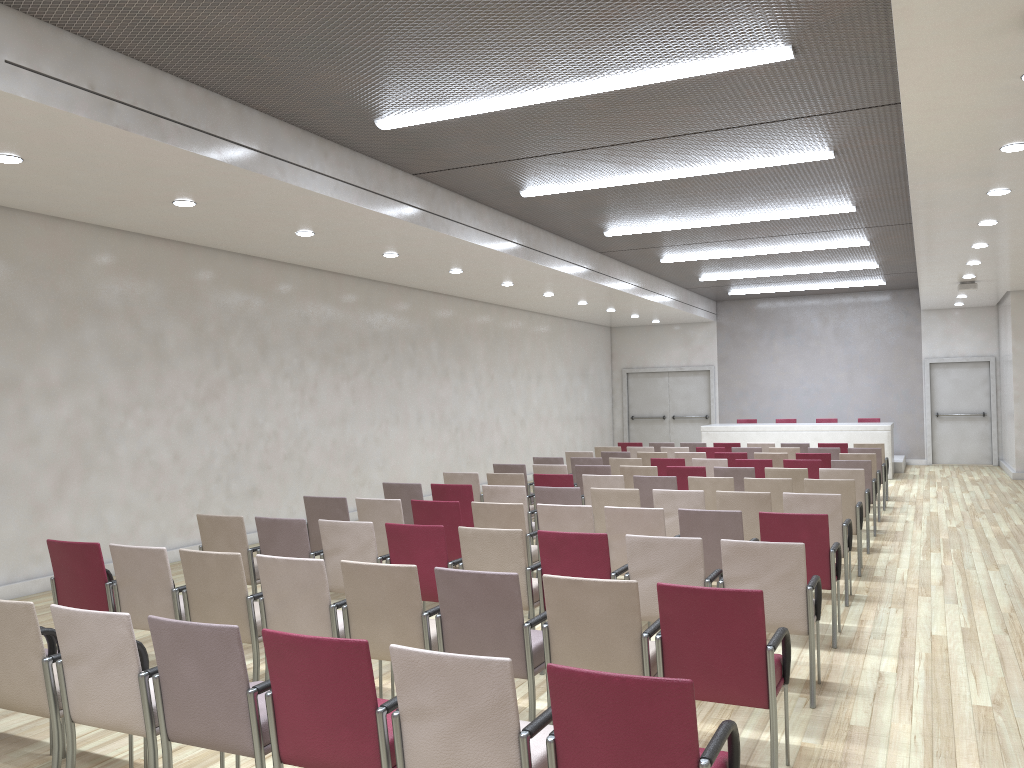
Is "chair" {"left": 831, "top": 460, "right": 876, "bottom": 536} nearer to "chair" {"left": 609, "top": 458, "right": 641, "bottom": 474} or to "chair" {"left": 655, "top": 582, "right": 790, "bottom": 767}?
"chair" {"left": 609, "top": 458, "right": 641, "bottom": 474}

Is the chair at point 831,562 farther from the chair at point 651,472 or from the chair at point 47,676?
the chair at point 47,676

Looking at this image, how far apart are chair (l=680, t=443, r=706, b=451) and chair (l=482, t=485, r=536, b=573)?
7.3m

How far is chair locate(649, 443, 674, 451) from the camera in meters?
15.1

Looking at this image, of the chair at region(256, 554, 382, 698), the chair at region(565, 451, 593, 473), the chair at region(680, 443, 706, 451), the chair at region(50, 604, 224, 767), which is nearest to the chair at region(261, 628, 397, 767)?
the chair at region(50, 604, 224, 767)

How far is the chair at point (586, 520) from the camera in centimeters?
657cm

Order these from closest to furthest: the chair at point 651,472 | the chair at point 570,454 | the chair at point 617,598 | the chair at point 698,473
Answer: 1. the chair at point 617,598
2. the chair at point 698,473
3. the chair at point 651,472
4. the chair at point 570,454

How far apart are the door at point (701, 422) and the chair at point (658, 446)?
7.3 meters

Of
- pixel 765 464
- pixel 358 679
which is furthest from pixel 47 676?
pixel 765 464

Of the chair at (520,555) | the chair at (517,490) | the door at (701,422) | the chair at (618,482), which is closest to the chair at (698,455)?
the chair at (618,482)
